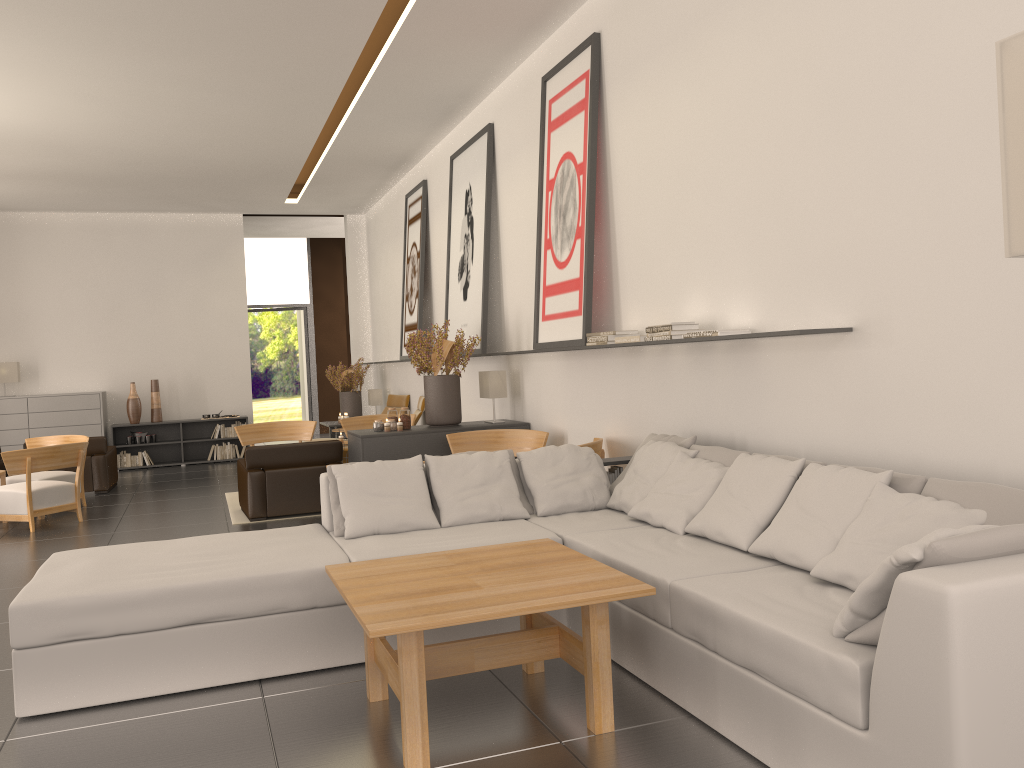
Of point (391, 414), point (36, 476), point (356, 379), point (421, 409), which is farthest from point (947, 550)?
point (356, 379)

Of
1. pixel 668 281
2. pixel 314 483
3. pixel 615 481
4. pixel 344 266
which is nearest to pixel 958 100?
pixel 668 281

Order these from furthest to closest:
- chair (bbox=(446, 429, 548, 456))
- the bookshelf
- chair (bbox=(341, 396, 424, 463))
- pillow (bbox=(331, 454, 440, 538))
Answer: the bookshelf
chair (bbox=(341, 396, 424, 463))
chair (bbox=(446, 429, 548, 456))
pillow (bbox=(331, 454, 440, 538))

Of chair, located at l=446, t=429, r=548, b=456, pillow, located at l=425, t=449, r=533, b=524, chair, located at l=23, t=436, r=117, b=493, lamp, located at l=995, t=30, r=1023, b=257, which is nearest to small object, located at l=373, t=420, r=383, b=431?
chair, located at l=446, t=429, r=548, b=456

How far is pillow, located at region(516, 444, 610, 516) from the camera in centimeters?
784cm

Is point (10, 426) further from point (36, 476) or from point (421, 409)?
point (421, 409)

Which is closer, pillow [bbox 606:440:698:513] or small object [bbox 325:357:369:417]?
pillow [bbox 606:440:698:513]

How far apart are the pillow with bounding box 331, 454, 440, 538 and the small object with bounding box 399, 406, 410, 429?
4.6m

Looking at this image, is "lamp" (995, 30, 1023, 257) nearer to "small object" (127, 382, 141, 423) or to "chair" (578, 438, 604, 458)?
"chair" (578, 438, 604, 458)

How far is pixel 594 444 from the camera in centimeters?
948cm
